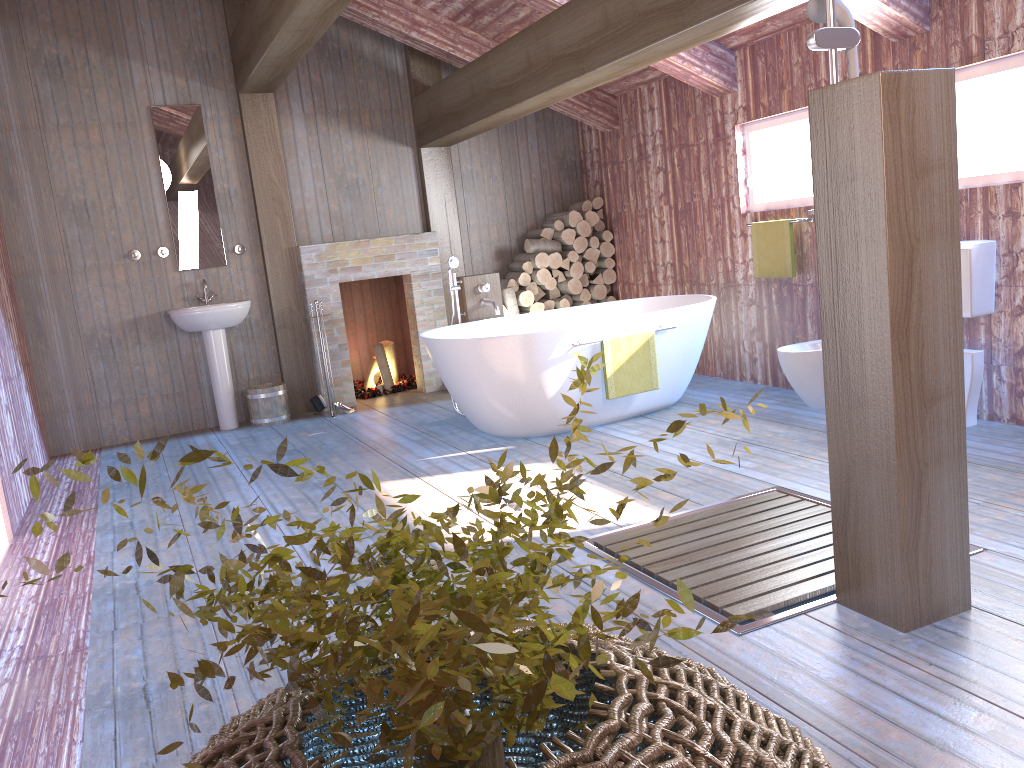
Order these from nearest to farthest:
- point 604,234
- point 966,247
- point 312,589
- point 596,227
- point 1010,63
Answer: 1. point 312,589
2. point 1010,63
3. point 966,247
4. point 604,234
5. point 596,227

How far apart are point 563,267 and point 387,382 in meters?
1.8 m

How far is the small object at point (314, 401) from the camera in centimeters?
675cm

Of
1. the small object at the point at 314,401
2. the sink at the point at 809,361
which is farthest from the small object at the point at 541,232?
the sink at the point at 809,361

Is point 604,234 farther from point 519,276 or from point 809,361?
point 809,361

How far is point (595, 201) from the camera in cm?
762

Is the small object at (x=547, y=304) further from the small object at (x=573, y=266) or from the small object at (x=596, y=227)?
the small object at (x=596, y=227)

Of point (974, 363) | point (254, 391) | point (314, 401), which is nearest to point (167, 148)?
point (254, 391)

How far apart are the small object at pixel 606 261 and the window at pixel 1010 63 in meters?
3.4

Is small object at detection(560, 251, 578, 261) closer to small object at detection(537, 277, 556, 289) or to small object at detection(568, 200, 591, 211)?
small object at detection(537, 277, 556, 289)
